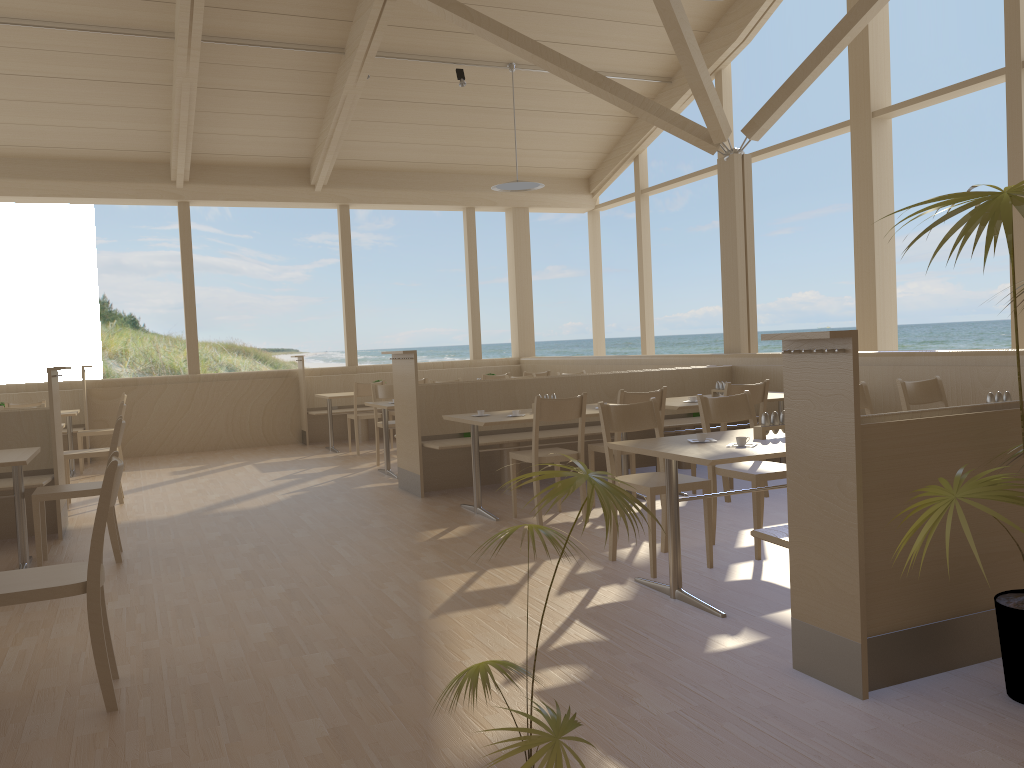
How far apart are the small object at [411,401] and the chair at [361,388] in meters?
2.5

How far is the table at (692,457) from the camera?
3.4m

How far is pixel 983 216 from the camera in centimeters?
219cm

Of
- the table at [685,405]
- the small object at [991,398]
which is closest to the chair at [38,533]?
the table at [685,405]

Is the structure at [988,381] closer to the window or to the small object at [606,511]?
the window

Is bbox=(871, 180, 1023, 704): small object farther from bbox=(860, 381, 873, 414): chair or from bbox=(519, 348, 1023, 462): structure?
bbox=(519, 348, 1023, 462): structure

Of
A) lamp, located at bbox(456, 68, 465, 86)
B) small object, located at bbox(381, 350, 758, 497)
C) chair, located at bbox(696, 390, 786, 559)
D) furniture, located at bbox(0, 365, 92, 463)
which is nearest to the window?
furniture, located at bbox(0, 365, 92, 463)

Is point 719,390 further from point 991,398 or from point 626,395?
point 991,398

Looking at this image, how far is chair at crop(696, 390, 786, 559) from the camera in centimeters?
428cm

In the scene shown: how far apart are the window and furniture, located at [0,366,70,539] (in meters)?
4.84
